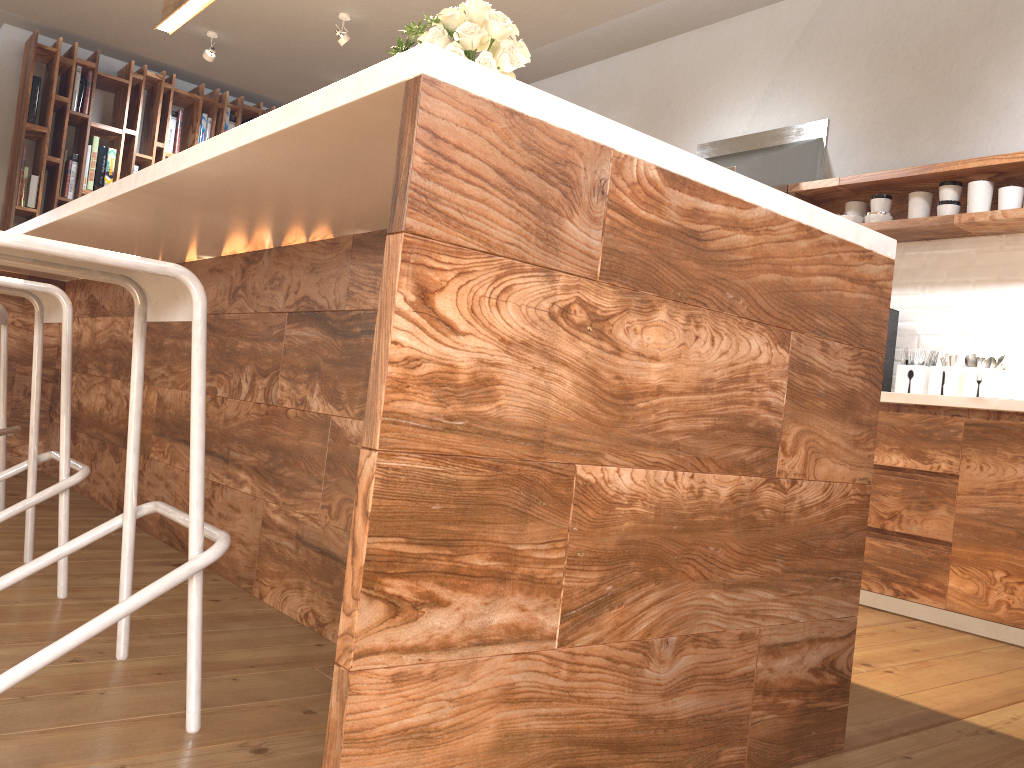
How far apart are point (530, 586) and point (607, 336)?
0.4 meters

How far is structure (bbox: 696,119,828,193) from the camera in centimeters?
398cm

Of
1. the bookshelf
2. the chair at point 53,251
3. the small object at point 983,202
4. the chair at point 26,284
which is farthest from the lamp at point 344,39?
the chair at point 53,251

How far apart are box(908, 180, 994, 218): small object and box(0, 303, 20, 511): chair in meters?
3.5

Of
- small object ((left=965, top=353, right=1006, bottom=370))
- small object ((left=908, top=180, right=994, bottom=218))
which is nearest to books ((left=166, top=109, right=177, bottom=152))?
small object ((left=908, top=180, right=994, bottom=218))

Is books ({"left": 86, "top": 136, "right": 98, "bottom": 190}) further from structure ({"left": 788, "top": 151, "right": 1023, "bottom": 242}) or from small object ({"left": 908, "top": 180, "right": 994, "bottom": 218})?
small object ({"left": 908, "top": 180, "right": 994, "bottom": 218})

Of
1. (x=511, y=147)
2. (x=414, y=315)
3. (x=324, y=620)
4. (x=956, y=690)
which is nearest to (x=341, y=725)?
(x=414, y=315)

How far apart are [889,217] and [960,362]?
0.7 meters

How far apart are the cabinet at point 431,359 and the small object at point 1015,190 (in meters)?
2.12

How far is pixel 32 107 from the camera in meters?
A: 5.9 m
